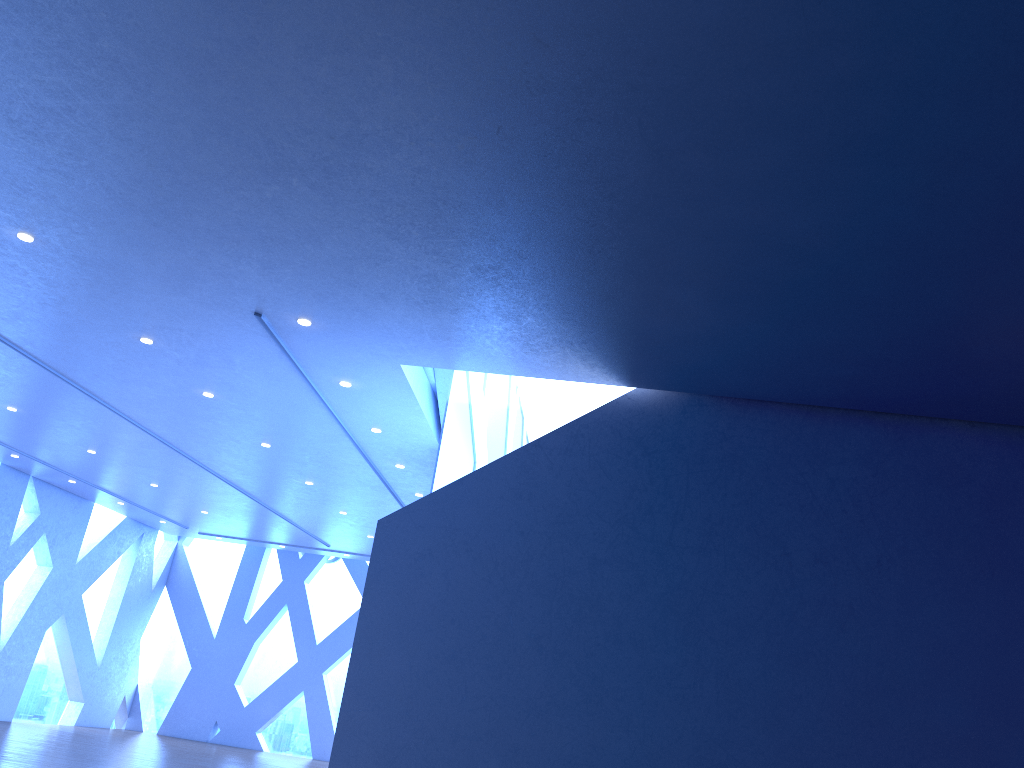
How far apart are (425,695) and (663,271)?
3.73m
